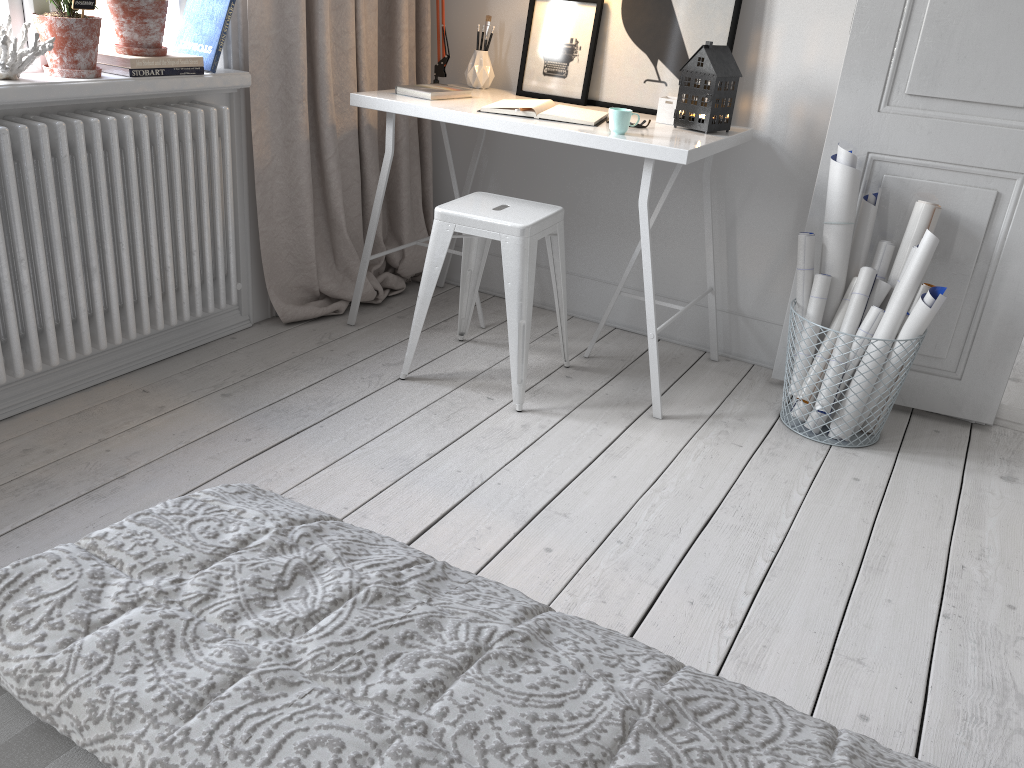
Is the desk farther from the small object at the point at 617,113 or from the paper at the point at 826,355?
the paper at the point at 826,355

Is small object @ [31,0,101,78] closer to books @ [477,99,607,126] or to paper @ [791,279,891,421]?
books @ [477,99,607,126]

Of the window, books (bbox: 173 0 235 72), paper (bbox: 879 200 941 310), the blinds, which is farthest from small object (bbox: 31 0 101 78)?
paper (bbox: 879 200 941 310)

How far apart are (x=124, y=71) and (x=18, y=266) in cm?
59

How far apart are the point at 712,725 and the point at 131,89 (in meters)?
2.19

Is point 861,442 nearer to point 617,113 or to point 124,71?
point 617,113

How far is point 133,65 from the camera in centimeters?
227cm

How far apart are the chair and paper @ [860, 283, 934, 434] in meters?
1.0 m

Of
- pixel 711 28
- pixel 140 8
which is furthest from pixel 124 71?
pixel 711 28

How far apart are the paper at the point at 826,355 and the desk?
0.4 meters
